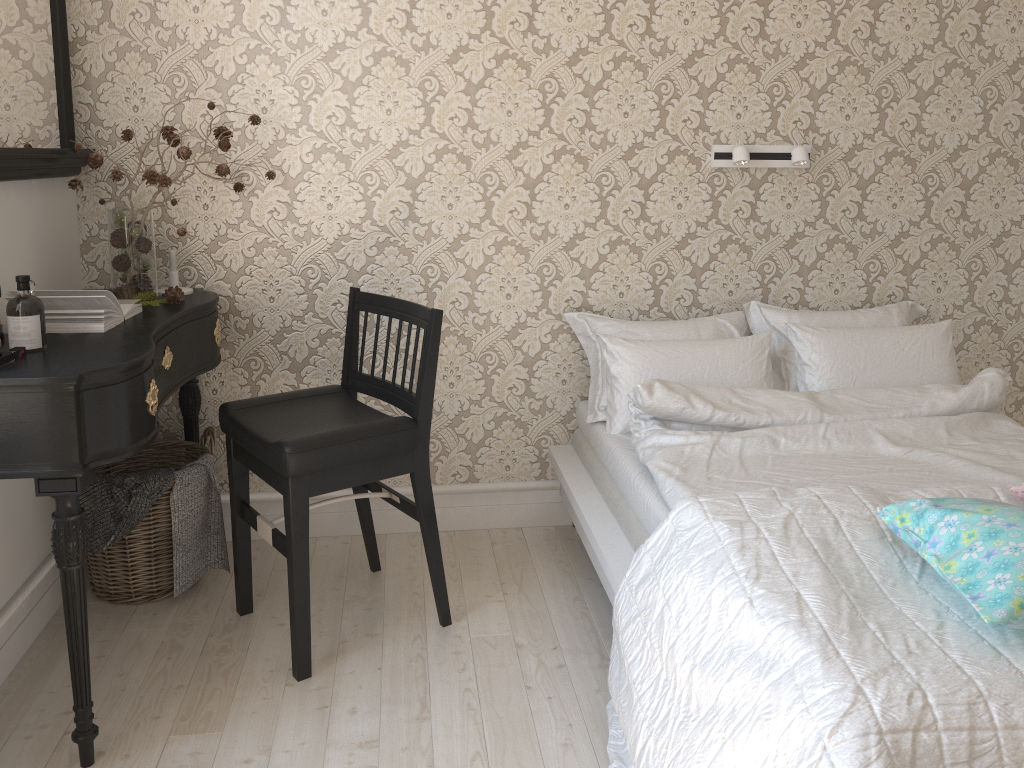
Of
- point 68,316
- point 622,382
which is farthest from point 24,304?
point 622,382

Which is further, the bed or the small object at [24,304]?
the small object at [24,304]

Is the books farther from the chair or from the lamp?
the lamp

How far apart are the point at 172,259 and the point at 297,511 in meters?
1.0 m

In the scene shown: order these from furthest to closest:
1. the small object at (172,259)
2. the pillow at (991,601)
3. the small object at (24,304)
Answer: the small object at (172,259) → the small object at (24,304) → the pillow at (991,601)

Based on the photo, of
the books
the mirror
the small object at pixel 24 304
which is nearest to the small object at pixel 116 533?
the books

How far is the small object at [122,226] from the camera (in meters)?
2.36

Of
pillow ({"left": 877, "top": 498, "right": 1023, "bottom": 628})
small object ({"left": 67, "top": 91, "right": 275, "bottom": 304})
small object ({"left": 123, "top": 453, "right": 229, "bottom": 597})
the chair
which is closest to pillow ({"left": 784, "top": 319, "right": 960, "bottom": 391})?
pillow ({"left": 877, "top": 498, "right": 1023, "bottom": 628})

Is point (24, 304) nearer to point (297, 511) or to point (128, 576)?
point (297, 511)

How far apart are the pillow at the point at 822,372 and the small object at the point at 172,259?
1.8 meters
